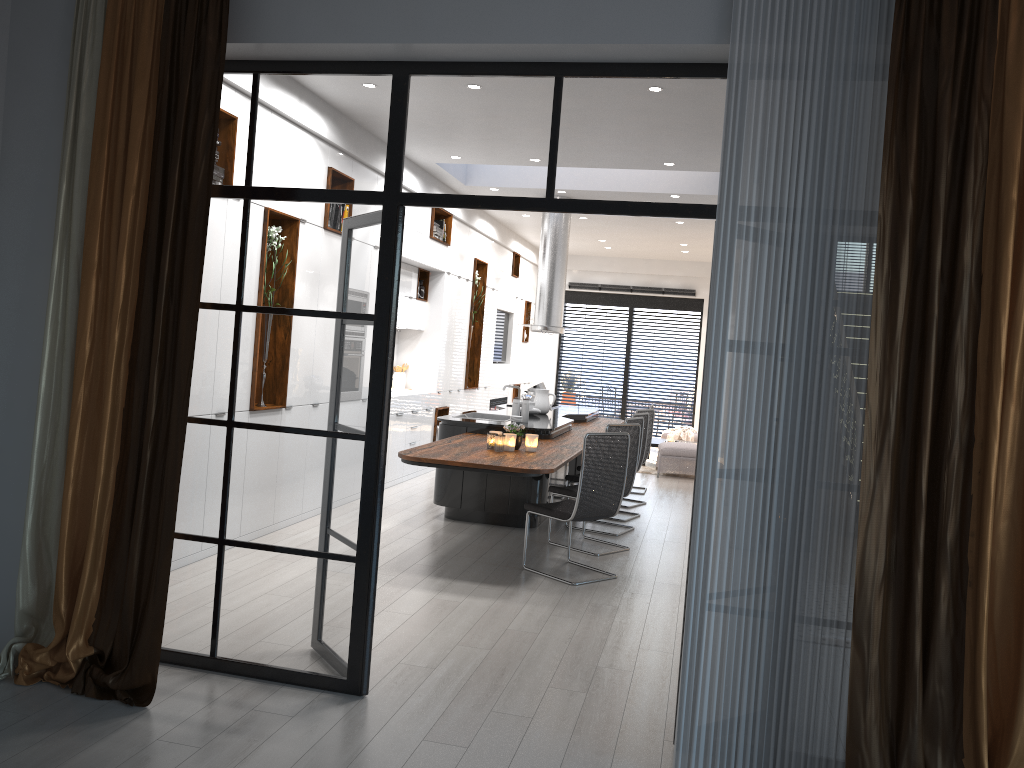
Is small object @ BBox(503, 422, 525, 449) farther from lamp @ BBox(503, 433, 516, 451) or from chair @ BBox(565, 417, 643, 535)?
chair @ BBox(565, 417, 643, 535)

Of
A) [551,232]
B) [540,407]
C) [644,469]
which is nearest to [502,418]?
[540,407]

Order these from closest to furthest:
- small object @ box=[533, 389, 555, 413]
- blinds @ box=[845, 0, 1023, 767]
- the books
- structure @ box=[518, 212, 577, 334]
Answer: blinds @ box=[845, 0, 1023, 767] < small object @ box=[533, 389, 555, 413] < the books < structure @ box=[518, 212, 577, 334]

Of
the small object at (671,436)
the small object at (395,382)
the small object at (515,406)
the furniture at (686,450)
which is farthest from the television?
the small object at (515,406)

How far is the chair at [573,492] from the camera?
7.0m

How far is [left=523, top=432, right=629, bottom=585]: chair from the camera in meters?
5.9

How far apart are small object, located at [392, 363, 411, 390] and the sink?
2.1m

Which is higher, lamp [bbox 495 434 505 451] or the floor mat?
lamp [bbox 495 434 505 451]

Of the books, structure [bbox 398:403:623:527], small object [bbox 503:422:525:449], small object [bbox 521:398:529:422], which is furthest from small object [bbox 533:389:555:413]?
small object [bbox 503:422:525:449]

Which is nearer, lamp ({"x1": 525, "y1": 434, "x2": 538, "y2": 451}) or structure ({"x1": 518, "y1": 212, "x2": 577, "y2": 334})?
lamp ({"x1": 525, "y1": 434, "x2": 538, "y2": 451})
